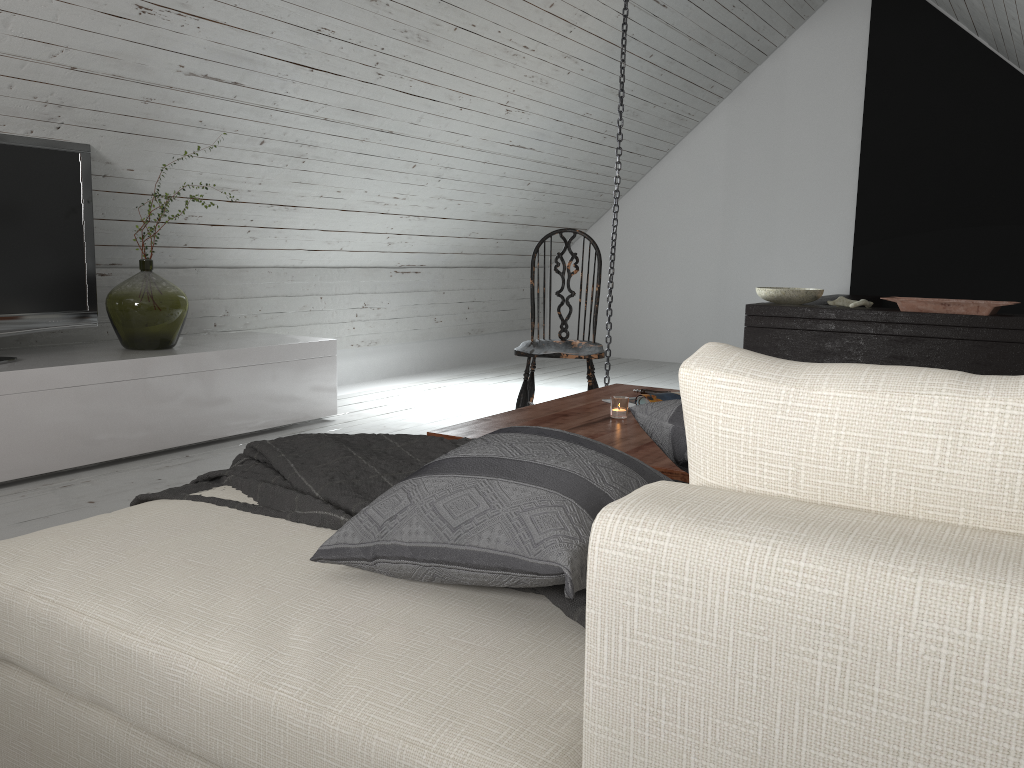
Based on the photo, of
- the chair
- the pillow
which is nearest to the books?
the chair

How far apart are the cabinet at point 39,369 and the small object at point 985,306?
2.6 meters

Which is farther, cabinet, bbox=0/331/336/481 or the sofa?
cabinet, bbox=0/331/336/481

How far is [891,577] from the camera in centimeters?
59cm

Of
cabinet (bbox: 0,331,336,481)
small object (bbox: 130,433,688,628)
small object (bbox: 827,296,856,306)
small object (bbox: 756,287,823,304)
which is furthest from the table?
small object (bbox: 827,296,856,306)

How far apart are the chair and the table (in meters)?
0.38

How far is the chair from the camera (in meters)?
3.42

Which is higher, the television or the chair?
the television

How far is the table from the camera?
2.0 meters

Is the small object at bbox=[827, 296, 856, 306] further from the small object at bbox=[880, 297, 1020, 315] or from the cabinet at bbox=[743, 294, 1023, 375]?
the small object at bbox=[880, 297, 1020, 315]
